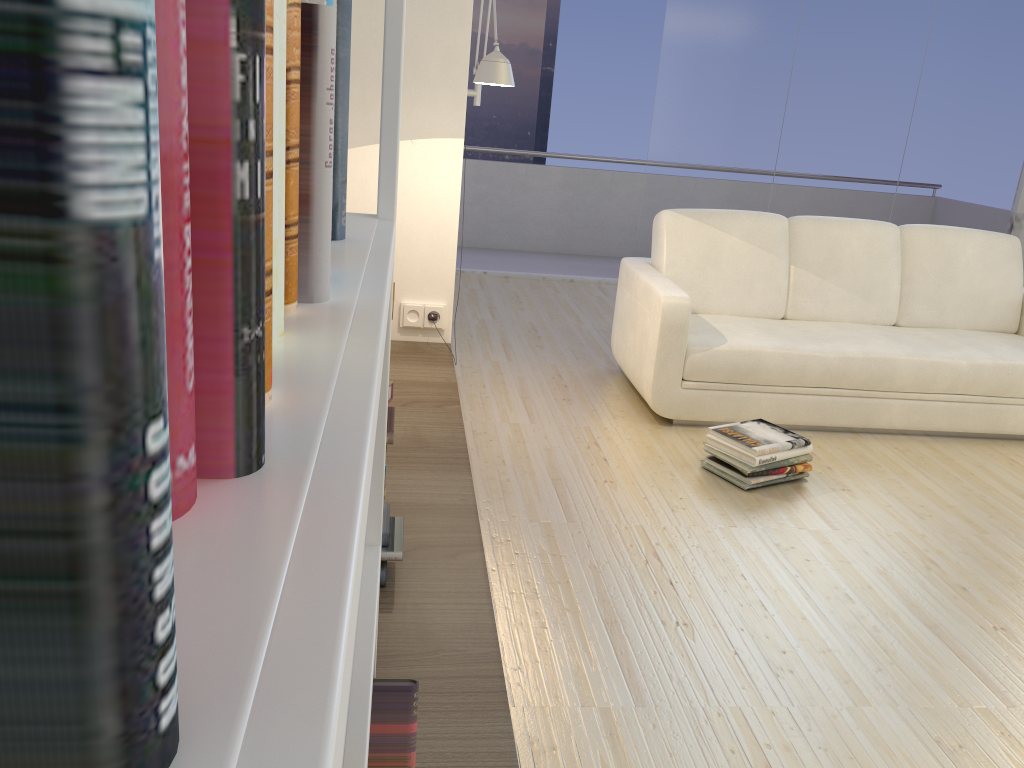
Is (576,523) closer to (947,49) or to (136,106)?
(136,106)

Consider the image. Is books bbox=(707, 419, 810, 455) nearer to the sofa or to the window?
the sofa

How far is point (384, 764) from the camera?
1.30m

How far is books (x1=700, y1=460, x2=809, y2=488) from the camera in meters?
3.2 m

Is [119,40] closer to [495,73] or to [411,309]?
[495,73]

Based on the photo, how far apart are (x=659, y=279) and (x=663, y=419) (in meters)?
0.61

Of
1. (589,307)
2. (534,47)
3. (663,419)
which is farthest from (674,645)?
(534,47)

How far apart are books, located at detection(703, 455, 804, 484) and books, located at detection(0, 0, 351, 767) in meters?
2.5 m

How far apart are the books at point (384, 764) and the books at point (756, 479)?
2.1 meters

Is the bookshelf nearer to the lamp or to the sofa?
the lamp
